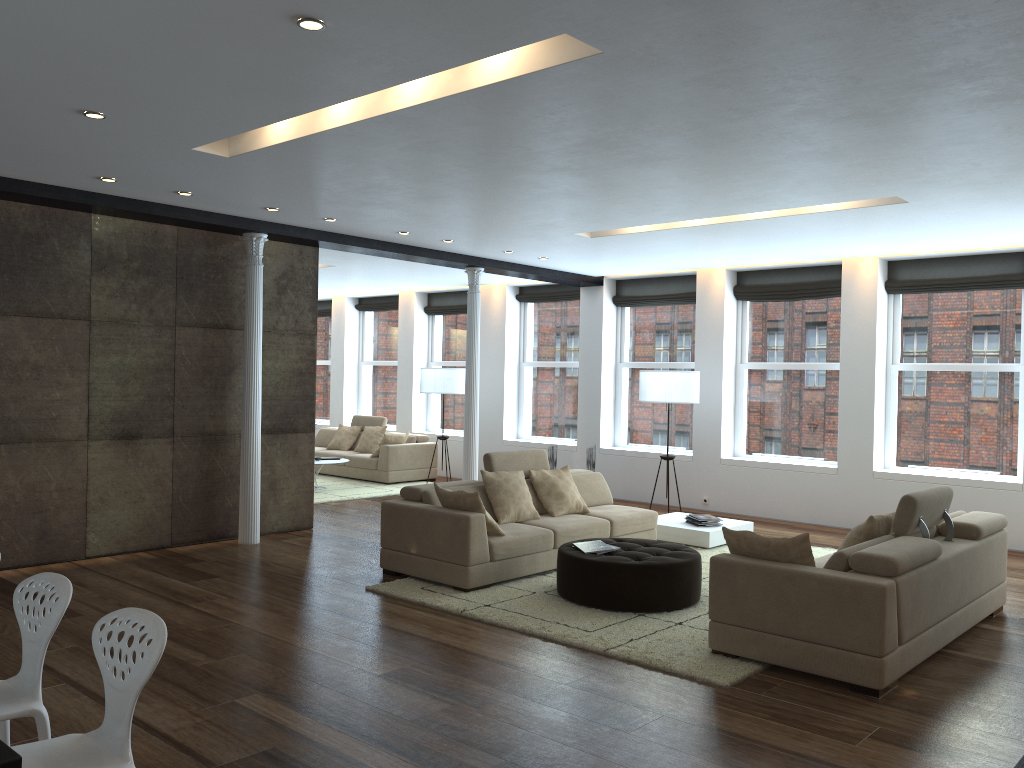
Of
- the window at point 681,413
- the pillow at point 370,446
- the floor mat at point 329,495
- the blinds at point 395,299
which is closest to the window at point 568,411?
the window at point 681,413

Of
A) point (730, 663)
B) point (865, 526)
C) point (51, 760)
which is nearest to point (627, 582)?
point (730, 663)

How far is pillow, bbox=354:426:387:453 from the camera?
13.70m

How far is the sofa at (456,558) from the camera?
6.5m

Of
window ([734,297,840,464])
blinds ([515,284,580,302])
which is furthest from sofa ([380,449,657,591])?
blinds ([515,284,580,302])

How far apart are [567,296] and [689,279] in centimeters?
197cm

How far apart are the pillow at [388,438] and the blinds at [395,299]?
3.1 meters

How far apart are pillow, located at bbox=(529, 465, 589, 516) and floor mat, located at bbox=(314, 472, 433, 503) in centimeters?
411cm

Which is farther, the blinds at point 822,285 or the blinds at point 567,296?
the blinds at point 567,296

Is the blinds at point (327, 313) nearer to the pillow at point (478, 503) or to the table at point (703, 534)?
the table at point (703, 534)
